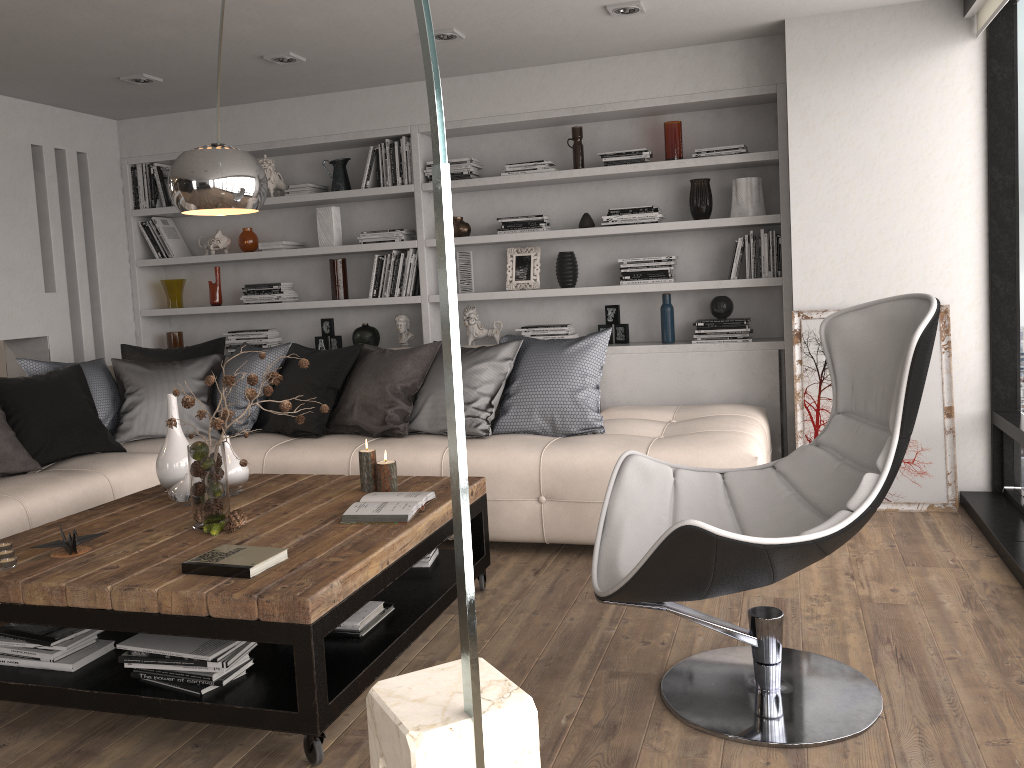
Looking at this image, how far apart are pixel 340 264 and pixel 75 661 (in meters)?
3.45

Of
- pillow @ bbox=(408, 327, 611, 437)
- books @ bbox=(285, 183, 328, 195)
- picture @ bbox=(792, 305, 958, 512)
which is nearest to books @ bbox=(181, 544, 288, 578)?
pillow @ bbox=(408, 327, 611, 437)

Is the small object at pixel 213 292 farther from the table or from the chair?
the chair

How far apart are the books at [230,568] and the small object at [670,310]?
3.1m

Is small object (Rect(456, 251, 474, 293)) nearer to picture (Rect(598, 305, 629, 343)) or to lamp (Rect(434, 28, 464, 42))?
picture (Rect(598, 305, 629, 343))

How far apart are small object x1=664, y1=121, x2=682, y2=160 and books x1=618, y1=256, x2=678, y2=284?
0.57m

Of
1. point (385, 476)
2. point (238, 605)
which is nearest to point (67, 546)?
point (238, 605)

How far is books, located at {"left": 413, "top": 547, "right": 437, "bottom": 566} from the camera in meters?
3.4

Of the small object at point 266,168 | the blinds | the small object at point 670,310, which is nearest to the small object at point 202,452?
the small object at point 670,310

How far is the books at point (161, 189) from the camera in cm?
593
